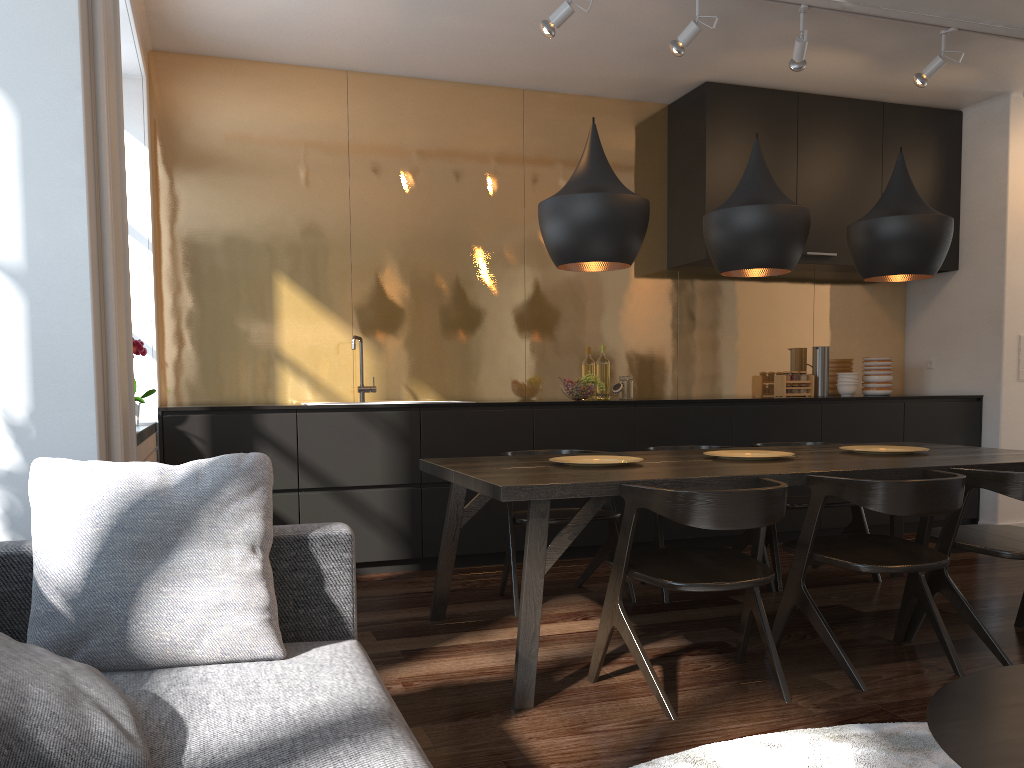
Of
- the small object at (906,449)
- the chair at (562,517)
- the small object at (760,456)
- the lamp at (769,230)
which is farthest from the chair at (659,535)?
the lamp at (769,230)

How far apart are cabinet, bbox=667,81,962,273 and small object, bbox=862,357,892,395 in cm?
64

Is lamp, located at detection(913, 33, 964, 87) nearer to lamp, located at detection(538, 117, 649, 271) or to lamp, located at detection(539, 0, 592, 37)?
lamp, located at detection(539, 0, 592, 37)

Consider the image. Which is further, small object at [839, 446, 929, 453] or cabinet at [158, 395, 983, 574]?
cabinet at [158, 395, 983, 574]

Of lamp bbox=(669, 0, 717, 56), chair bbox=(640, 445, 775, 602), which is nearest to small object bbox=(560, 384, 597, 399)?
chair bbox=(640, 445, 775, 602)

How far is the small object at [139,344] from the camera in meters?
3.8

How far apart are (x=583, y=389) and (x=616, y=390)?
0.4m

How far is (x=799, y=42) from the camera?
4.3 meters

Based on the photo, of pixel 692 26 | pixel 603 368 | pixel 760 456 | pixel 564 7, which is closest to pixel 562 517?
pixel 760 456

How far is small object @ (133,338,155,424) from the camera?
3.84m
